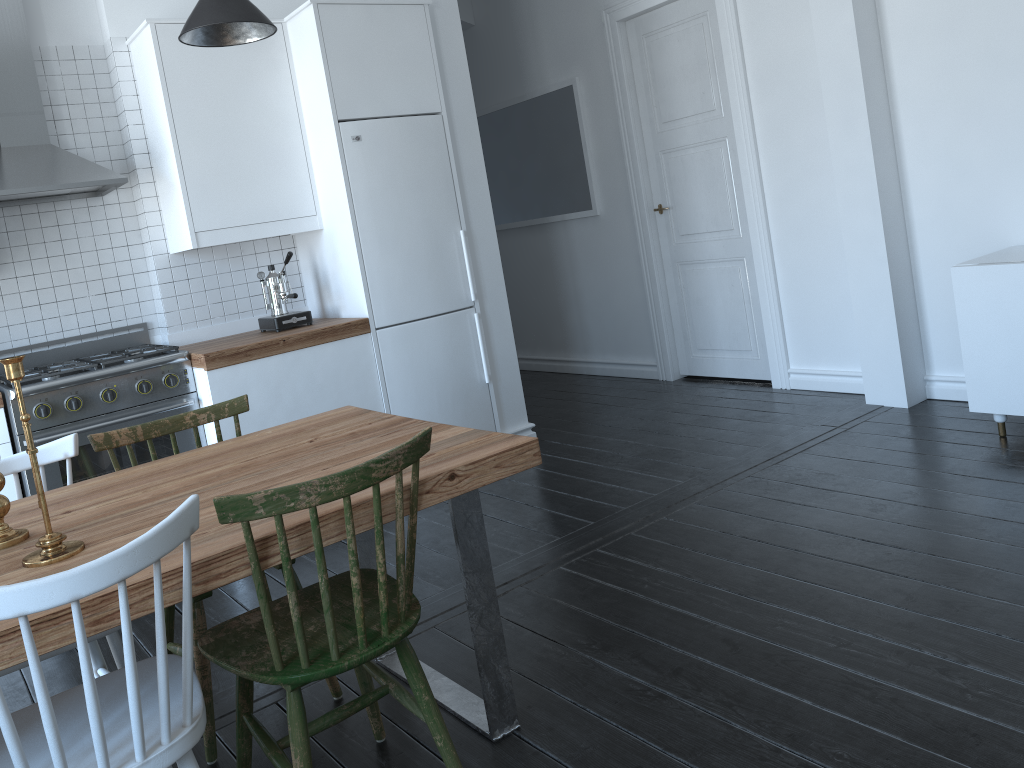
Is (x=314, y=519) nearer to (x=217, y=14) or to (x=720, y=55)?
(x=217, y=14)

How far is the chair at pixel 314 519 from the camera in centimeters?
168cm

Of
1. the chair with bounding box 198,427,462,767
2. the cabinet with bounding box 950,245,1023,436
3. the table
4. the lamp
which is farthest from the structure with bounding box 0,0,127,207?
the cabinet with bounding box 950,245,1023,436

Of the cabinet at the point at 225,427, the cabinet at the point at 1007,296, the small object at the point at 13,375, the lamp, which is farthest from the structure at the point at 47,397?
the cabinet at the point at 1007,296

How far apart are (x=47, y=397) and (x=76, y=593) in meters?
2.5 m

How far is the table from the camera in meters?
1.6

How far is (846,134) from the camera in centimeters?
419cm

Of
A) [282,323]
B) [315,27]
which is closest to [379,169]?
[315,27]

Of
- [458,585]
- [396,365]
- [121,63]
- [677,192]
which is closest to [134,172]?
[121,63]

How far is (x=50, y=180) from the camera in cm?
365
